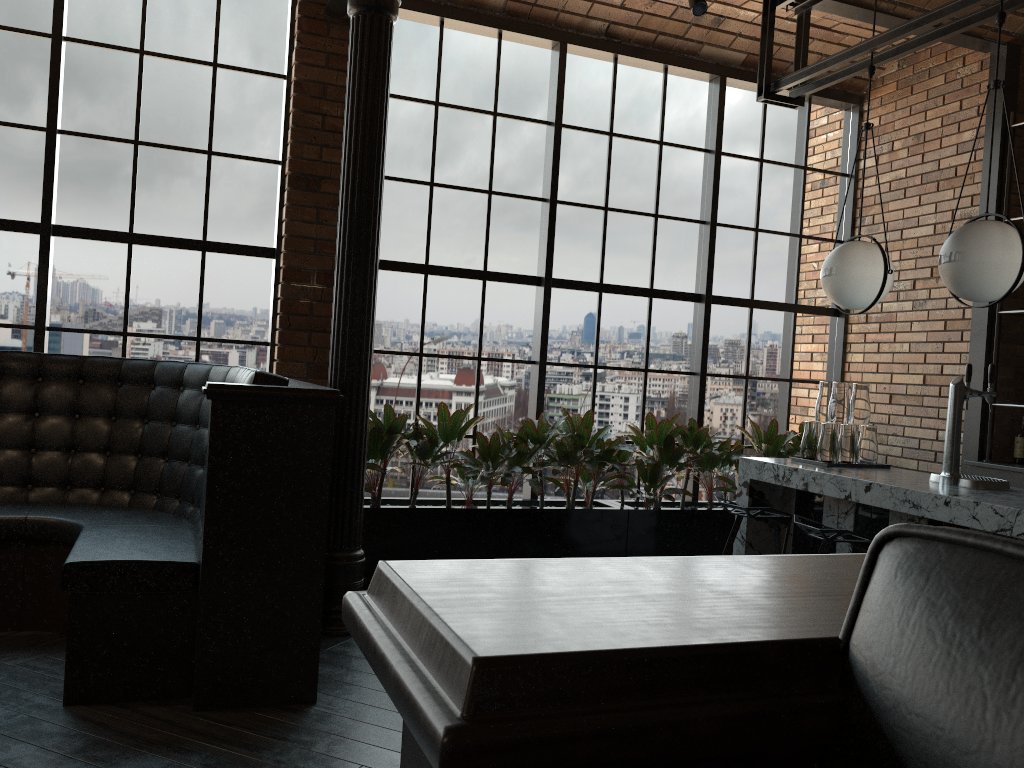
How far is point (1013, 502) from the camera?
3.3 meters

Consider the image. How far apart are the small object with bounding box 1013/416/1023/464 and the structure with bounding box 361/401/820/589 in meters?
1.3

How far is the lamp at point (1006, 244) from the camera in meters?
3.5 m

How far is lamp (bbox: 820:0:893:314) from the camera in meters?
4.2 m

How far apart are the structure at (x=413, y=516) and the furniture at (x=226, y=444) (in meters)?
1.00

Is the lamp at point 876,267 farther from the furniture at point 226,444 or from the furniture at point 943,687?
the furniture at point 943,687

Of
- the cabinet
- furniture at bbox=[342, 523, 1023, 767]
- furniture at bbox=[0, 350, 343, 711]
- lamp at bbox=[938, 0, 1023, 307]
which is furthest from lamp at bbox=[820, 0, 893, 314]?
furniture at bbox=[342, 523, 1023, 767]

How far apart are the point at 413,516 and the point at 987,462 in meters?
3.5

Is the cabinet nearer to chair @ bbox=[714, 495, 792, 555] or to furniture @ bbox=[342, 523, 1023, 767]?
chair @ bbox=[714, 495, 792, 555]

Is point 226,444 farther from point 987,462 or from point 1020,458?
point 1020,458
